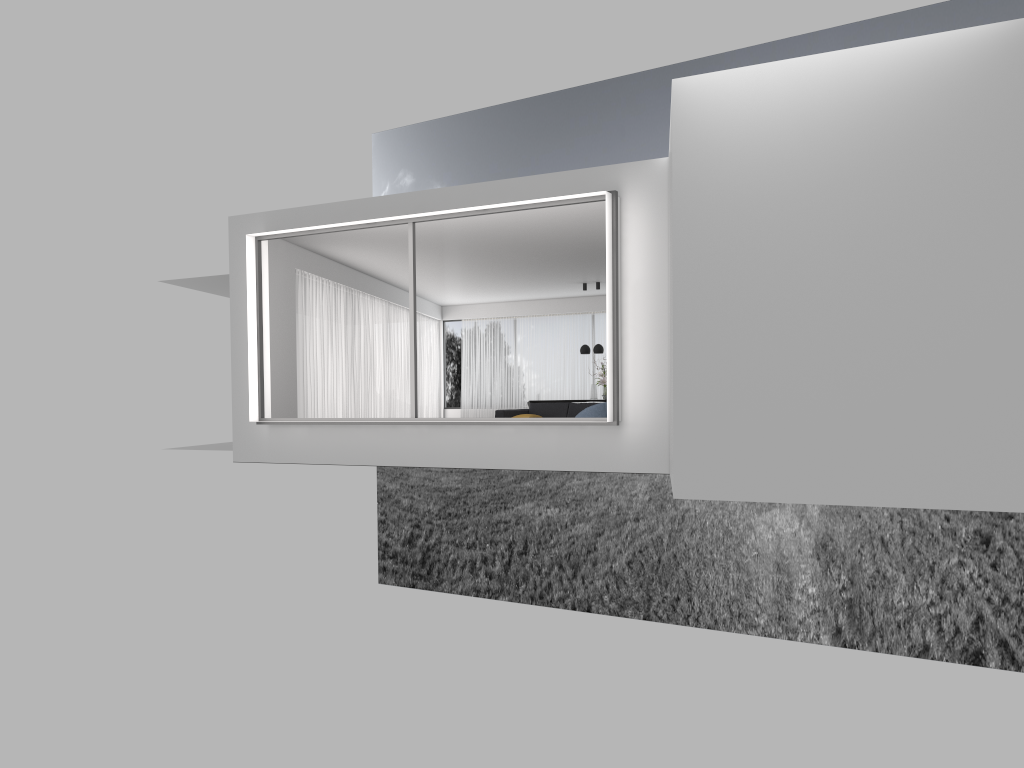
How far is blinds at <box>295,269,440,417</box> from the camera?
14.96m

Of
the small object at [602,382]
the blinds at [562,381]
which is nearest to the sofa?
the small object at [602,382]

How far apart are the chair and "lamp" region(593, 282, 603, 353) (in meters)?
6.89

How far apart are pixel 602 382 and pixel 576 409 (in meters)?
3.64

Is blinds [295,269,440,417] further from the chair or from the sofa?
the chair

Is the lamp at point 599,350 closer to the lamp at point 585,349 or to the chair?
the lamp at point 585,349

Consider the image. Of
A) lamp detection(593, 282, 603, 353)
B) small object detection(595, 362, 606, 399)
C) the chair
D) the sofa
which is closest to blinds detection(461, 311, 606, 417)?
small object detection(595, 362, 606, 399)

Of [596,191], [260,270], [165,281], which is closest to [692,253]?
[596,191]

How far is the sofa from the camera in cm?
1457

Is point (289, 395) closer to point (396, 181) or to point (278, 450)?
point (278, 450)
